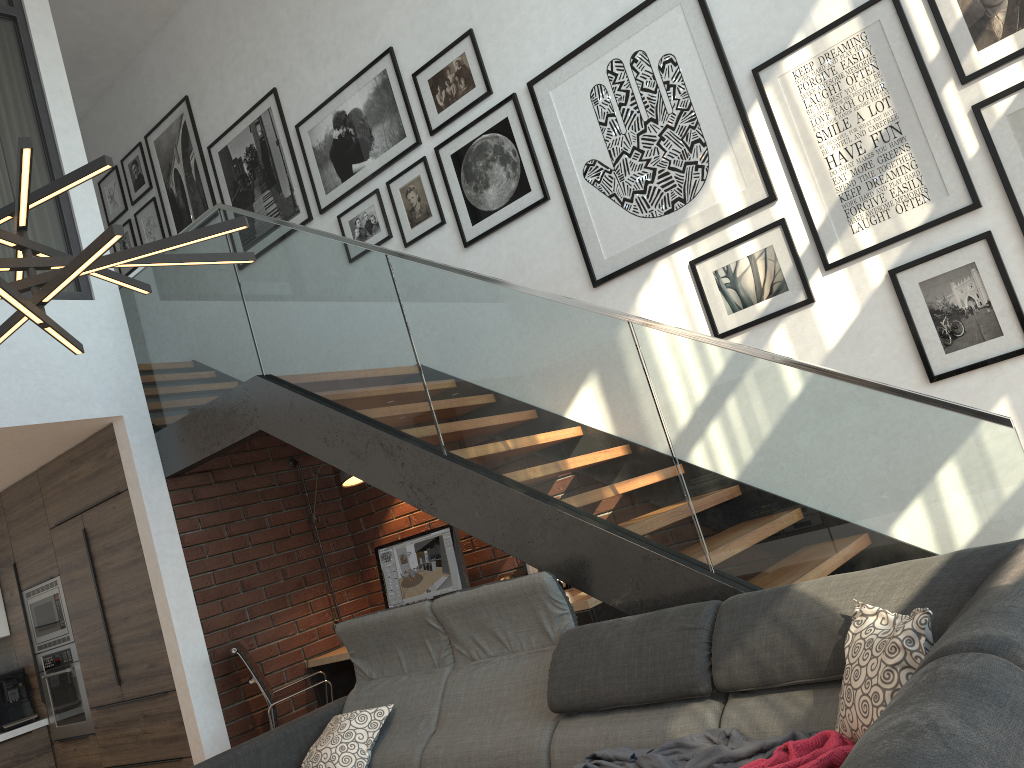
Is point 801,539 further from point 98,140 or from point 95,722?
point 98,140

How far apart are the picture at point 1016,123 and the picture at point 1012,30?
0.1m

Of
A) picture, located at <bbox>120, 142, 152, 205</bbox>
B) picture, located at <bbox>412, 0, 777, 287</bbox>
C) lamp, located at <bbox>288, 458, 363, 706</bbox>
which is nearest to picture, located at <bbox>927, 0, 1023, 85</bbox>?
picture, located at <bbox>412, 0, 777, 287</bbox>

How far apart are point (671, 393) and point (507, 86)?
2.5m

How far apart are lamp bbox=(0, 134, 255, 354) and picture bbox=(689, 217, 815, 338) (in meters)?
2.36

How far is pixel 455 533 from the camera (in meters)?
5.17

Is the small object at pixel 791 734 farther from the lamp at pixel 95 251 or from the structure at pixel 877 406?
the lamp at pixel 95 251

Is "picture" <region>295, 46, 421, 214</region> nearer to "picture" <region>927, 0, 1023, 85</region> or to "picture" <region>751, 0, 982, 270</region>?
"picture" <region>751, 0, 982, 270</region>

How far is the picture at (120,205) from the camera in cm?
741

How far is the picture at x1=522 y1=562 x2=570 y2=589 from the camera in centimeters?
500cm
